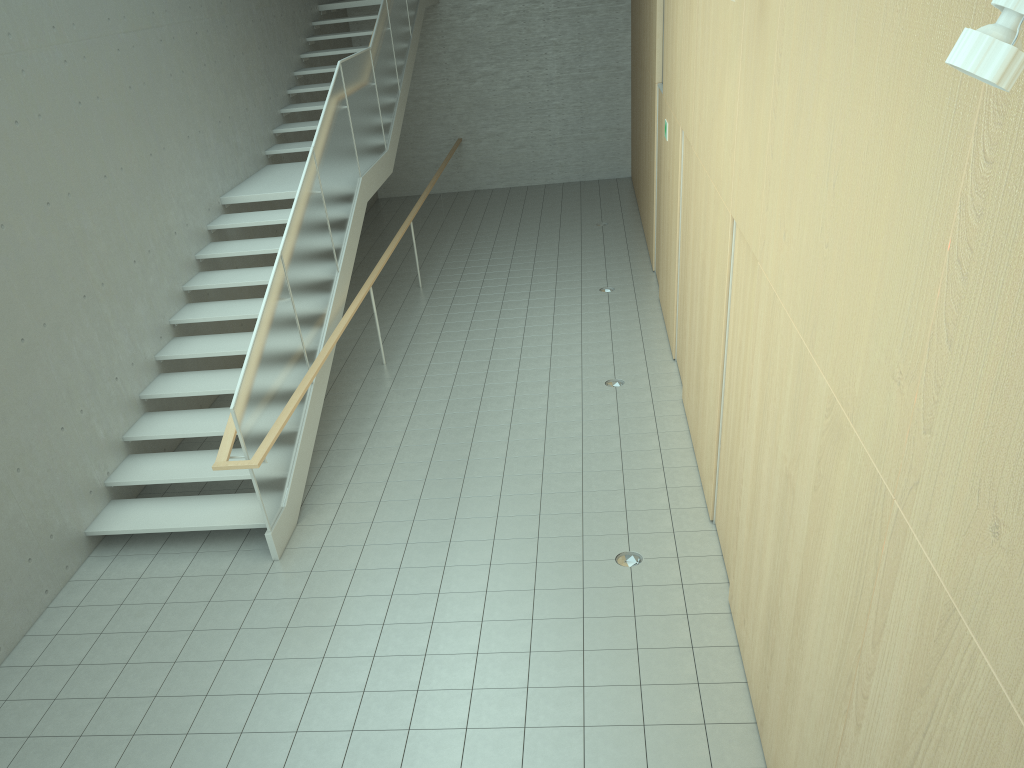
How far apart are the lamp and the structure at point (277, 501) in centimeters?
491cm

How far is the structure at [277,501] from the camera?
6.30m

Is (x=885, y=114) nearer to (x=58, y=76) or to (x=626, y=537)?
(x=626, y=537)

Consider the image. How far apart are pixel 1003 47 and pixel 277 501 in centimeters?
566cm

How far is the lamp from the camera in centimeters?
146cm

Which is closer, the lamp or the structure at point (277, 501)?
the lamp

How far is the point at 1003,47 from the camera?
1.5 meters

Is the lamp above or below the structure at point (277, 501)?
above

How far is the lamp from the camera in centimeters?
146cm
